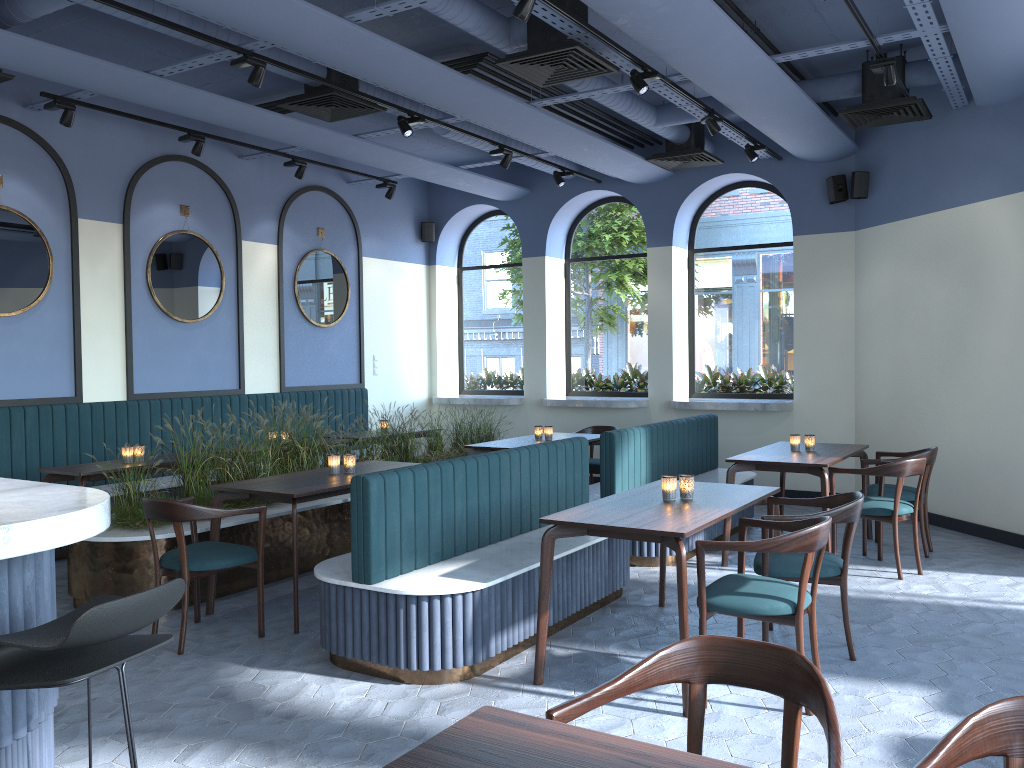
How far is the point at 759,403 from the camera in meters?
8.9

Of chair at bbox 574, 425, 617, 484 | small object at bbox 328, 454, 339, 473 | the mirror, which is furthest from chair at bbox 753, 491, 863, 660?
the mirror

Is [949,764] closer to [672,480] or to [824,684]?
[824,684]

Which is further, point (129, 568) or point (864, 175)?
point (864, 175)

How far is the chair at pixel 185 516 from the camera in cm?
446

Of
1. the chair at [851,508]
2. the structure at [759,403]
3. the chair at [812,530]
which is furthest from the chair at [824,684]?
the structure at [759,403]

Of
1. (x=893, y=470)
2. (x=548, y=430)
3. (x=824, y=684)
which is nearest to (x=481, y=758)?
(x=824, y=684)

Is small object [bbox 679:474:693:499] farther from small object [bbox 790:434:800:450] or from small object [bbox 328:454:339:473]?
small object [bbox 790:434:800:450]

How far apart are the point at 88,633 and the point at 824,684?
1.62m

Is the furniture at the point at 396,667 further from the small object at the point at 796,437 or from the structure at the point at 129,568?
the structure at the point at 129,568
